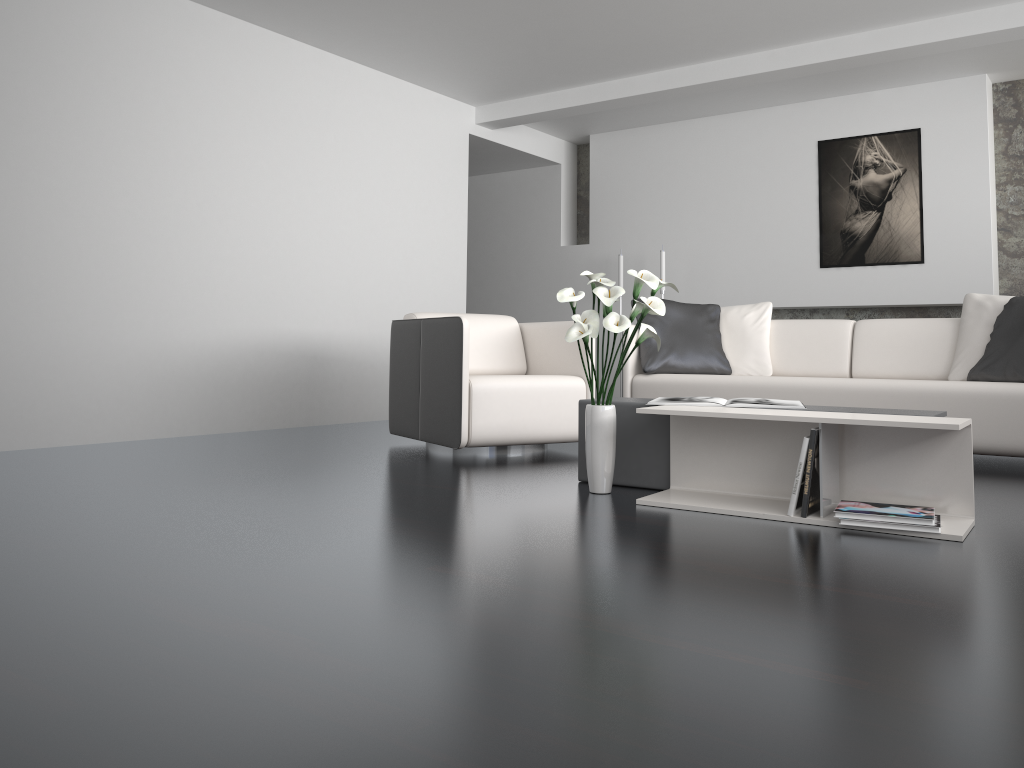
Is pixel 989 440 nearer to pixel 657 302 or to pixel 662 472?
pixel 662 472

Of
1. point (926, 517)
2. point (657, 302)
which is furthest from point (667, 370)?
point (926, 517)

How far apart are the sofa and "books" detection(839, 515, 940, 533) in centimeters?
183cm

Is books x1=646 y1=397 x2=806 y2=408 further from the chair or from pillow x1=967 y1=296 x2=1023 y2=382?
pillow x1=967 y1=296 x2=1023 y2=382

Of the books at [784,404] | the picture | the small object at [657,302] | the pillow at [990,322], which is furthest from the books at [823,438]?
the picture

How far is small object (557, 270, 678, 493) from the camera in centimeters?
295cm

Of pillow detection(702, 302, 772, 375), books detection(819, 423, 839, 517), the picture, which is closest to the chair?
pillow detection(702, 302, 772, 375)

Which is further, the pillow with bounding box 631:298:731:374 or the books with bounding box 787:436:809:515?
the pillow with bounding box 631:298:731:374

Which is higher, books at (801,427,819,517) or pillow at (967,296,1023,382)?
pillow at (967,296,1023,382)

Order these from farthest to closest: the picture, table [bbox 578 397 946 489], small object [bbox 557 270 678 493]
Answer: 1. the picture
2. table [bbox 578 397 946 489]
3. small object [bbox 557 270 678 493]
